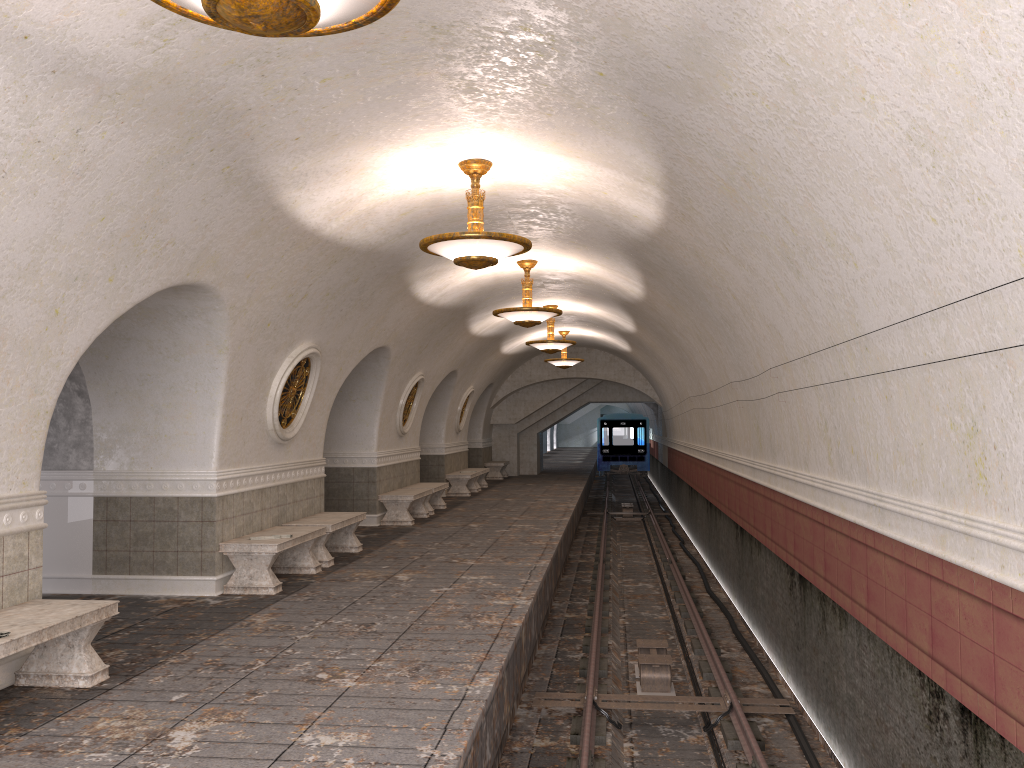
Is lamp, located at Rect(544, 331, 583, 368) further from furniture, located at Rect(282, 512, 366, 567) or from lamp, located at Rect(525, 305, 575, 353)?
furniture, located at Rect(282, 512, 366, 567)

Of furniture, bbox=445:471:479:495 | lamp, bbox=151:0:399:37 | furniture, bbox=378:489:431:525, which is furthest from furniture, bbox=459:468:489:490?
lamp, bbox=151:0:399:37

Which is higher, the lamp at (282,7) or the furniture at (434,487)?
the lamp at (282,7)

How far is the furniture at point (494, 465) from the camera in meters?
26.9

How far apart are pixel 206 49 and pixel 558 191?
4.3 meters

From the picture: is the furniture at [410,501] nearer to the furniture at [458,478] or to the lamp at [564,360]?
the furniture at [458,478]

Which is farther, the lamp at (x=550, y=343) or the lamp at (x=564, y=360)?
the lamp at (x=564, y=360)

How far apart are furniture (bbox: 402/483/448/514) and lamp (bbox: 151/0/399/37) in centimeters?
1338cm

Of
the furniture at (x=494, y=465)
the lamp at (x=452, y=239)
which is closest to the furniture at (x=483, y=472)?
the furniture at (x=494, y=465)

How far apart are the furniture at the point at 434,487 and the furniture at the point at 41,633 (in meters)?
10.62
